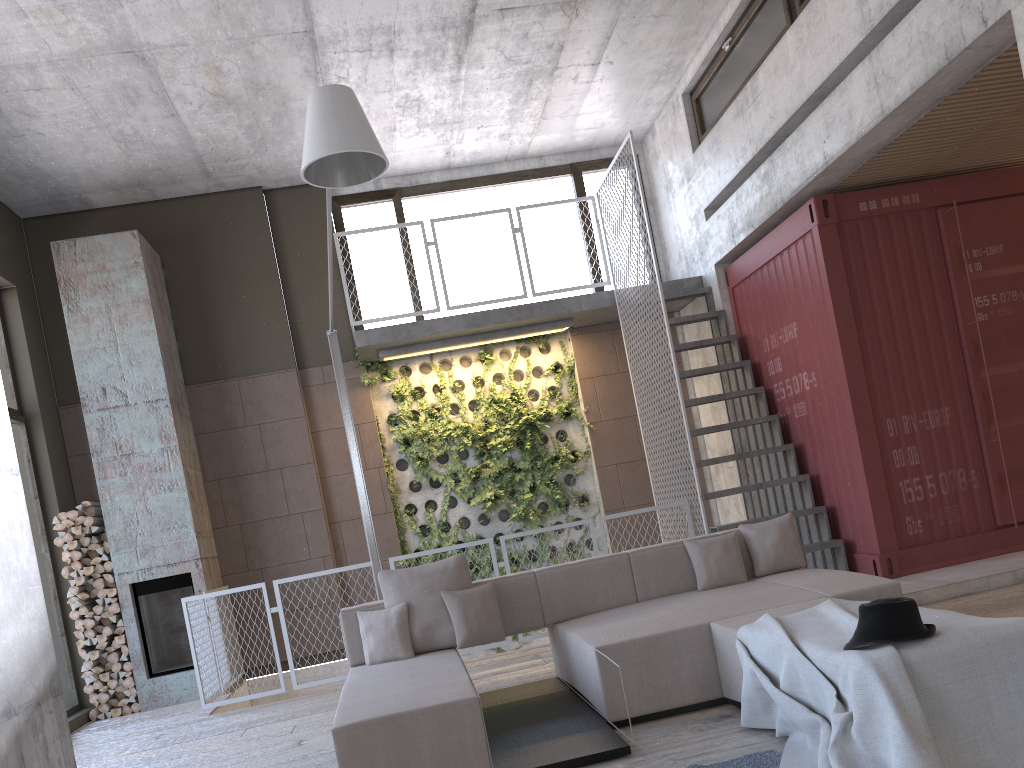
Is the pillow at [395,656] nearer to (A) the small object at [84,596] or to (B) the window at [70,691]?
(A) the small object at [84,596]

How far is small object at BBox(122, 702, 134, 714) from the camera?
8.0m

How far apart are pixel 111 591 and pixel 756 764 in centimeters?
669cm

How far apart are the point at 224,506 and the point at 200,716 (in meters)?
2.51

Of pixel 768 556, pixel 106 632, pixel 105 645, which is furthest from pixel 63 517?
pixel 768 556

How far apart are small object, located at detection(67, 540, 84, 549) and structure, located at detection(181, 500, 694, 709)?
1.3m

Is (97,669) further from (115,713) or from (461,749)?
(461,749)

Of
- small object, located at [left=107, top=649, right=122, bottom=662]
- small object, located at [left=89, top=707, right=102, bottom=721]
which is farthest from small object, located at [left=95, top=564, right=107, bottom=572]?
small object, located at [left=89, top=707, right=102, bottom=721]

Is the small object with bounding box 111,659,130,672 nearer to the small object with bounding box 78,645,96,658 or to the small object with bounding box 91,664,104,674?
the small object with bounding box 91,664,104,674

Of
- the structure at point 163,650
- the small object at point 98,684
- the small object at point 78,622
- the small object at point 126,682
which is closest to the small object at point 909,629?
the structure at point 163,650
